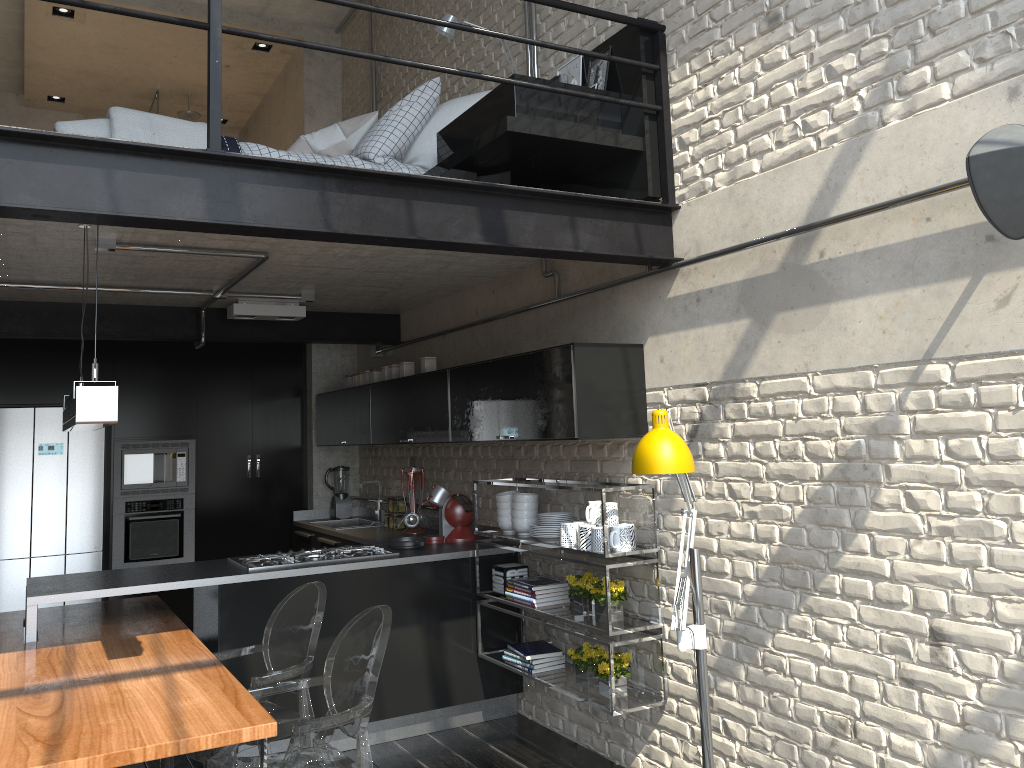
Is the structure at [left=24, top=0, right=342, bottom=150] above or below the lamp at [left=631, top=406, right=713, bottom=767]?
above

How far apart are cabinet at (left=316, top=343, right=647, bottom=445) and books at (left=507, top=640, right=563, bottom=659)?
1.09m

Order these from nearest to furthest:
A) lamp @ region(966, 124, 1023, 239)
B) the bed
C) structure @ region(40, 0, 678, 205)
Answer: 1. lamp @ region(966, 124, 1023, 239)
2. structure @ region(40, 0, 678, 205)
3. the bed

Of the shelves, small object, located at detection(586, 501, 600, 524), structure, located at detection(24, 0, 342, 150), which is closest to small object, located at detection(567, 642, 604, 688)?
the shelves

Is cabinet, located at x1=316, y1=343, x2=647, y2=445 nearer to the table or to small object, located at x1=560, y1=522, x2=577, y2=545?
small object, located at x1=560, y1=522, x2=577, y2=545

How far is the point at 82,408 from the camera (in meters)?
2.76

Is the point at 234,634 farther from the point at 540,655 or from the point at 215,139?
the point at 215,139

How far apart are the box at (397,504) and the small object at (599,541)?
2.54m

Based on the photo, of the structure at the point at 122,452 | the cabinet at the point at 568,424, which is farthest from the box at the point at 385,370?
the structure at the point at 122,452

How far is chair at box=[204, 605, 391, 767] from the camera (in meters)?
2.89
